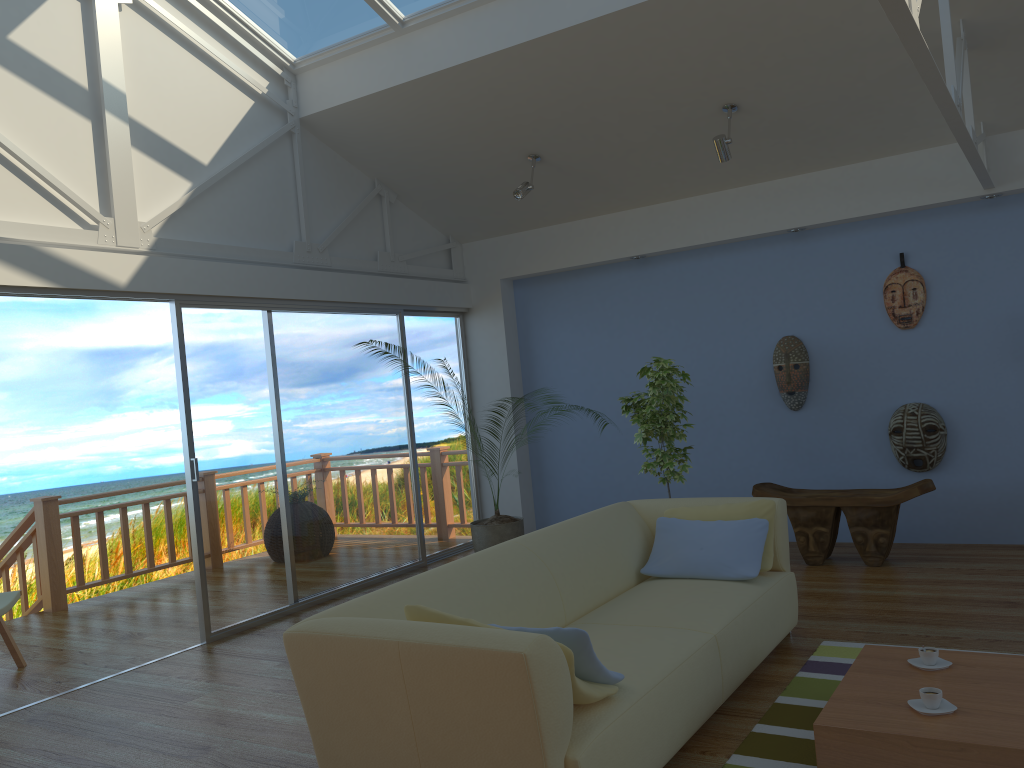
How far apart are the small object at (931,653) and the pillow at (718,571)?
0.85m

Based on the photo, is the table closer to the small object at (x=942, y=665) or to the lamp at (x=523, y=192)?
the small object at (x=942, y=665)

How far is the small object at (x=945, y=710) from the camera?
2.6 meters

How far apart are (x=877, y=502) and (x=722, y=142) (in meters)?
2.36

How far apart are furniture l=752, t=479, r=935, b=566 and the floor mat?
A: 1.6 meters

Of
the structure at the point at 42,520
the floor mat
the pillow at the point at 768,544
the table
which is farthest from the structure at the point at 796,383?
the structure at the point at 42,520

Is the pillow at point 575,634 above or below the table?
above

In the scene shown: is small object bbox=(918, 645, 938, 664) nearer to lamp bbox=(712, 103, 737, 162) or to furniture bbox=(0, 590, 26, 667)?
lamp bbox=(712, 103, 737, 162)

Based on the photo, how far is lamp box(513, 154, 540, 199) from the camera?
6.0m

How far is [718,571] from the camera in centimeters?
388cm
